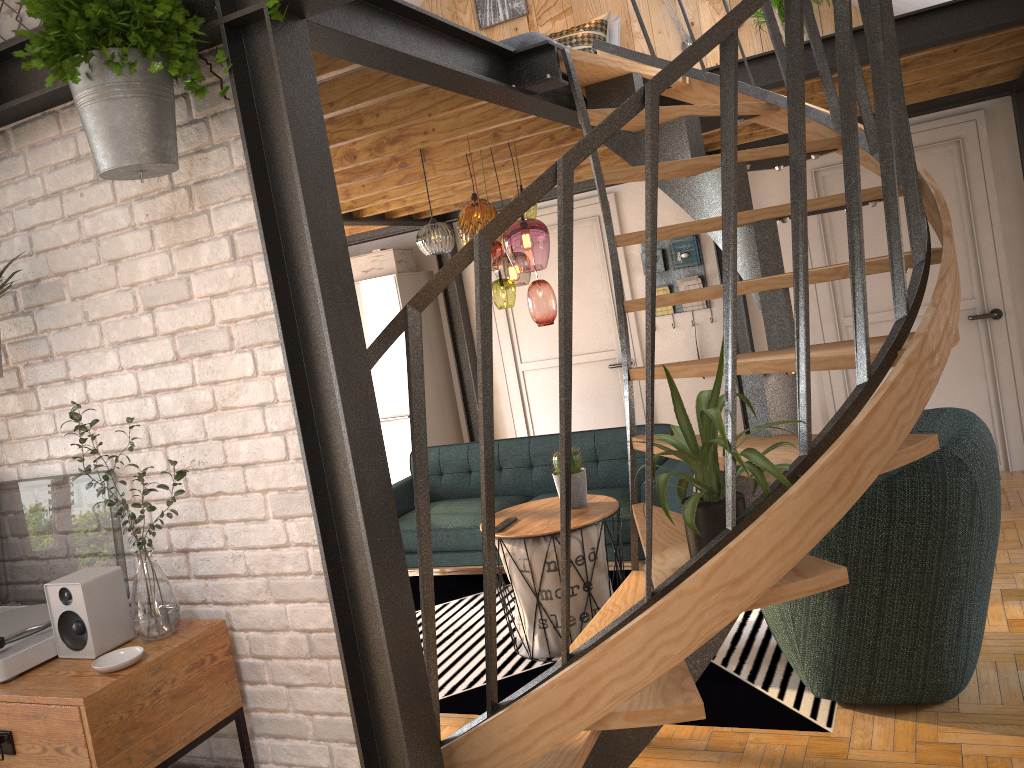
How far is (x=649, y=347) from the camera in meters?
2.0 m

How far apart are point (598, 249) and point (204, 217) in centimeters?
475cm

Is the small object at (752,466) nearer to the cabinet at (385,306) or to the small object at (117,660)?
the small object at (117,660)

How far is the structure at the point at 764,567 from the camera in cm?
202

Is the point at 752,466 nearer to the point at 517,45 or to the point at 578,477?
the point at 578,477

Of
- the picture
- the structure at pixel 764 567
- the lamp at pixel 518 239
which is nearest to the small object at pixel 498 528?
the lamp at pixel 518 239

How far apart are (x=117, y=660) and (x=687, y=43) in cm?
541

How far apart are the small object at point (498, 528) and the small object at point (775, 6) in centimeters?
344cm

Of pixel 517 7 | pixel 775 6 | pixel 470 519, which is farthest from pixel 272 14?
pixel 517 7

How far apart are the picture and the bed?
0.7m
